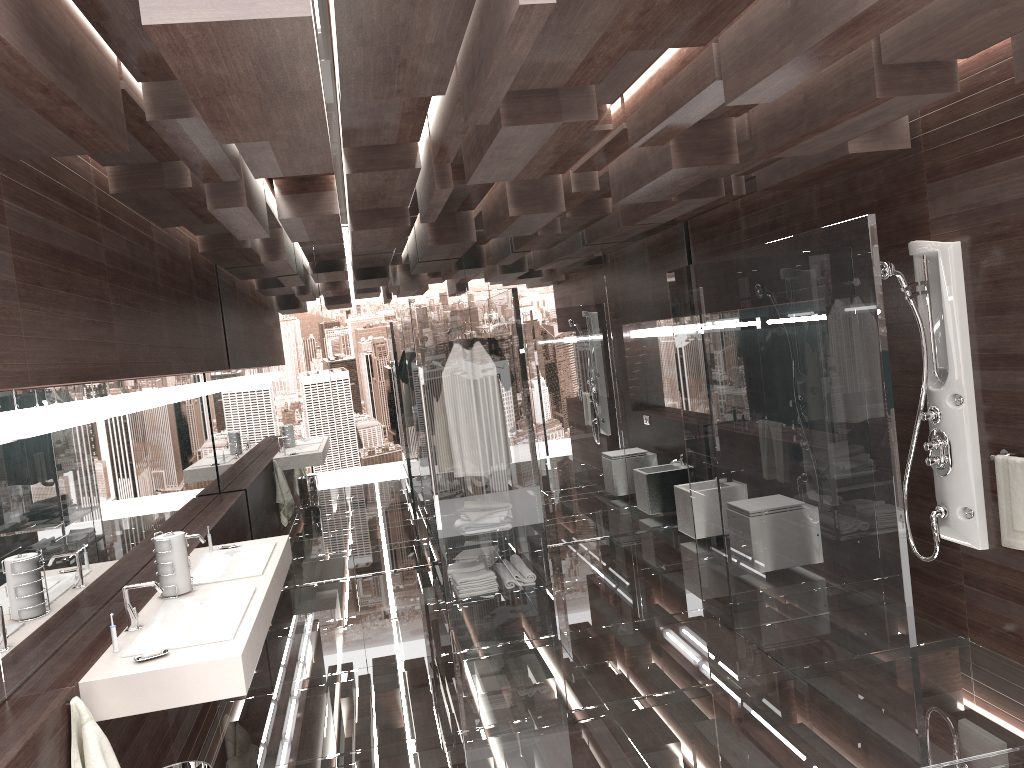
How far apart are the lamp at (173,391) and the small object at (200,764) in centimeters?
215cm

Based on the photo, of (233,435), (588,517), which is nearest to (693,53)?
(588,517)

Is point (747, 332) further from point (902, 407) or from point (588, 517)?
point (588, 517)

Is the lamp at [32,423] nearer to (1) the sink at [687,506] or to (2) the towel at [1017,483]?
(2) the towel at [1017,483]

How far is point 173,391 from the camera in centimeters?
482cm

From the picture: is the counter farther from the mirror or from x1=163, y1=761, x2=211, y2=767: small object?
x1=163, y1=761, x2=211, y2=767: small object

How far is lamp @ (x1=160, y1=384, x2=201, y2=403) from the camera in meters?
4.8

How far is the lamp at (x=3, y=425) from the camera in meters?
2.5

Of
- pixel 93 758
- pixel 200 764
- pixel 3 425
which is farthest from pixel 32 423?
pixel 200 764

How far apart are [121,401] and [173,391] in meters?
1.1 m
